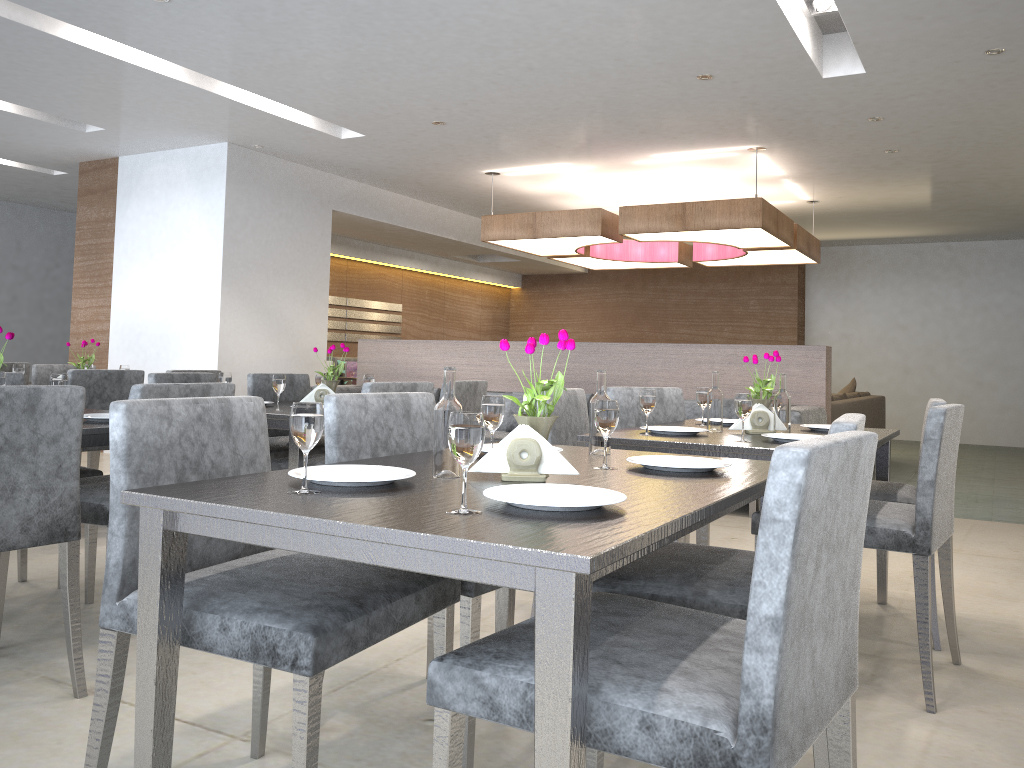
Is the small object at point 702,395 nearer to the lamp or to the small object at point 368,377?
the small object at point 368,377

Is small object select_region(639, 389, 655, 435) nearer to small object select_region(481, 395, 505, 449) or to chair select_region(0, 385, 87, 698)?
small object select_region(481, 395, 505, 449)

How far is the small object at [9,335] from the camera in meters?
2.6

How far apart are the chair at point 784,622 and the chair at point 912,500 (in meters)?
1.68

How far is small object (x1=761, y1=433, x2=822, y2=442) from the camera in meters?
2.6

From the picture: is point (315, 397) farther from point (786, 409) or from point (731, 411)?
point (731, 411)

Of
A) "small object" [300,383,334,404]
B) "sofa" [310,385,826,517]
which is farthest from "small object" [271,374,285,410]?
"sofa" [310,385,826,517]

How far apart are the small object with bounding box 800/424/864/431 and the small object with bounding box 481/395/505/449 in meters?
1.6

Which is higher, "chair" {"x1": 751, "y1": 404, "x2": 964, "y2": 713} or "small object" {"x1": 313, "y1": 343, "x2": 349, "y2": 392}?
"small object" {"x1": 313, "y1": 343, "x2": 349, "y2": 392}

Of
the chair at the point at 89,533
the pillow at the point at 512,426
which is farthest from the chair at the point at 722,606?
the pillow at the point at 512,426
